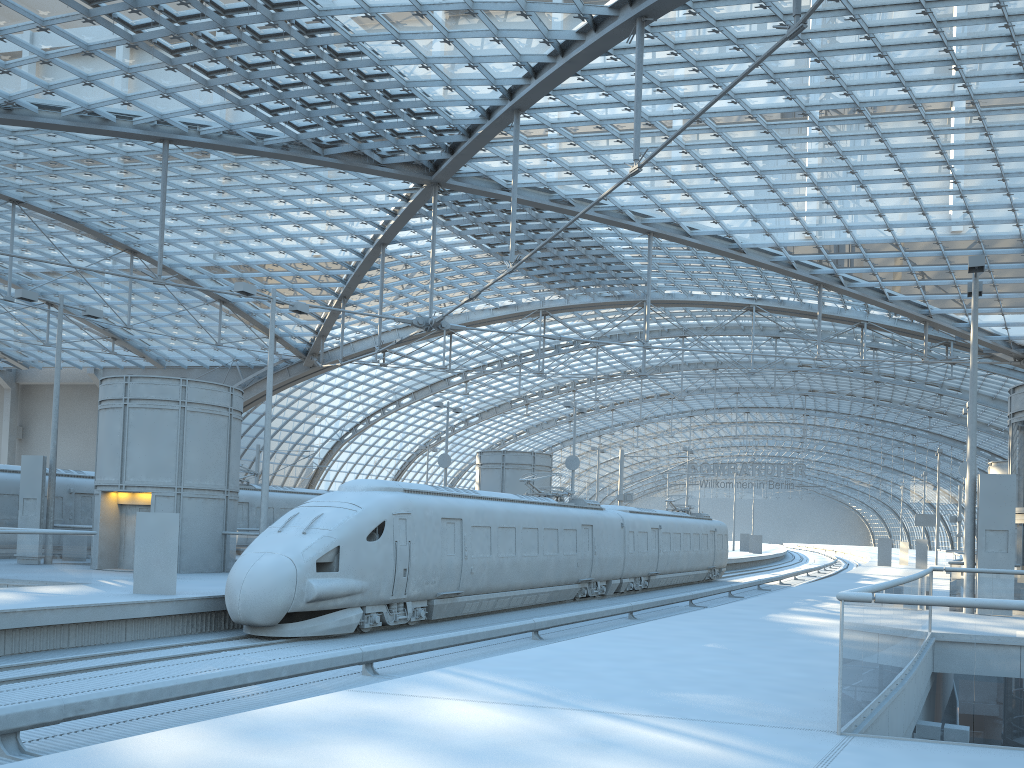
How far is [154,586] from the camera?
17.5m

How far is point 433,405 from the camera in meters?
46.1

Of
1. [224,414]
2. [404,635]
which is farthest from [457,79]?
[404,635]

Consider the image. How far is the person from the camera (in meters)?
17.54

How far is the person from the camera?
17.54m
